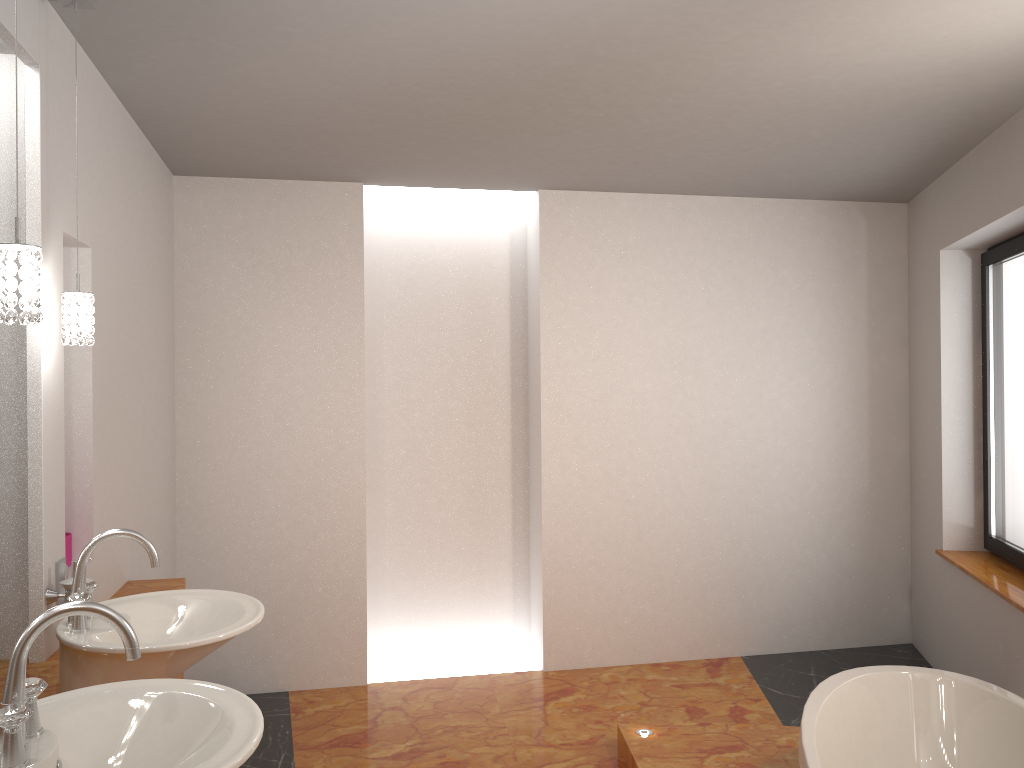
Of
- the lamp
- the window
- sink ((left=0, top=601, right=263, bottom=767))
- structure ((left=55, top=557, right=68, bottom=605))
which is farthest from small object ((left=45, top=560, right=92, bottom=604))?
the window

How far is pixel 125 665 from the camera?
1.86m

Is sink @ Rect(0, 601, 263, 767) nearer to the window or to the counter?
the counter

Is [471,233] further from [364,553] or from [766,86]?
[766,86]

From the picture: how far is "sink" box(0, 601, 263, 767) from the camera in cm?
130

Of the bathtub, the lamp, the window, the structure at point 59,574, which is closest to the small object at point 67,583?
the structure at point 59,574

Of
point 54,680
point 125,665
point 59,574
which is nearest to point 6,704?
point 125,665

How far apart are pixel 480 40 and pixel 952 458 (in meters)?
3.20

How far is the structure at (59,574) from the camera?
2.35m

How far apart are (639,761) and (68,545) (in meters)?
2.11
